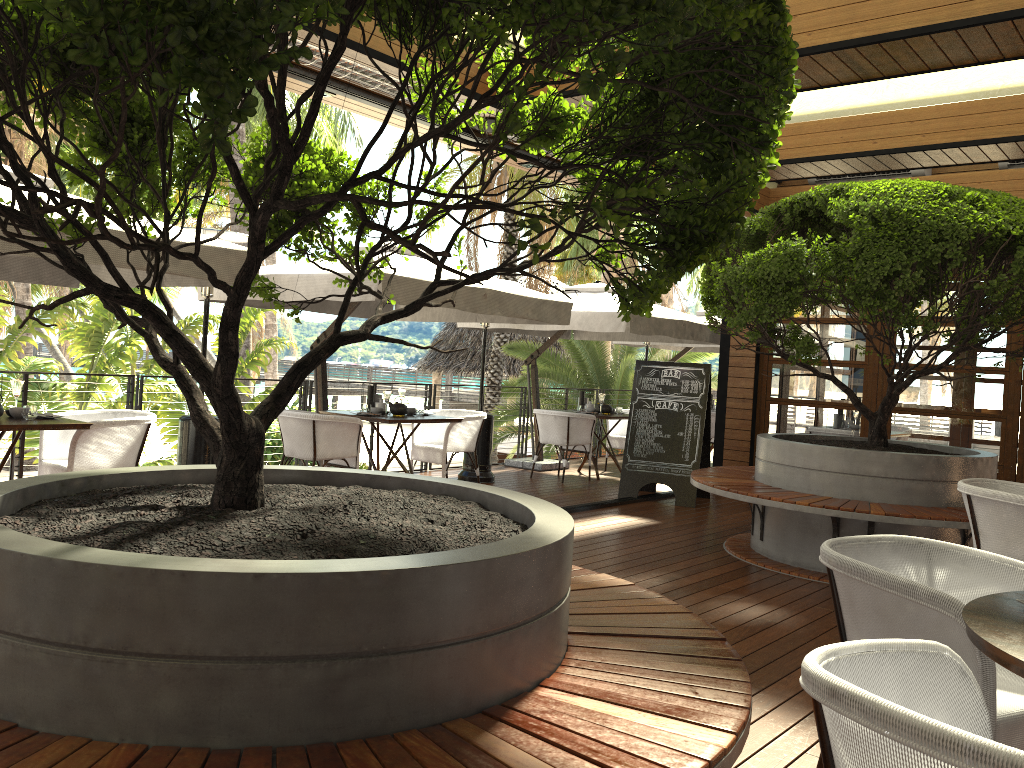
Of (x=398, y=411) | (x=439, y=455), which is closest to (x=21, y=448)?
(x=398, y=411)

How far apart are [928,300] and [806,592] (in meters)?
2.90

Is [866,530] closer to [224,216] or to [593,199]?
[593,199]

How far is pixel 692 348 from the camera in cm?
1355

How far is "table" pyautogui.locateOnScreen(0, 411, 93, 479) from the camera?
5.1 meters

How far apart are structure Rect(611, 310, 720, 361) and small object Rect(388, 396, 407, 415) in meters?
5.6 m

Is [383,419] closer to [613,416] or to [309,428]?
[309,428]

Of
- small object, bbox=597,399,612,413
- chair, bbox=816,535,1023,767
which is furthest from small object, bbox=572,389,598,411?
chair, bbox=816,535,1023,767

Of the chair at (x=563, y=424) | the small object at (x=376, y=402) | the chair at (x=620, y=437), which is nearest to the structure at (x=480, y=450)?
the chair at (x=563, y=424)

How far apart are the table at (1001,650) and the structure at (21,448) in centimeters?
659cm
